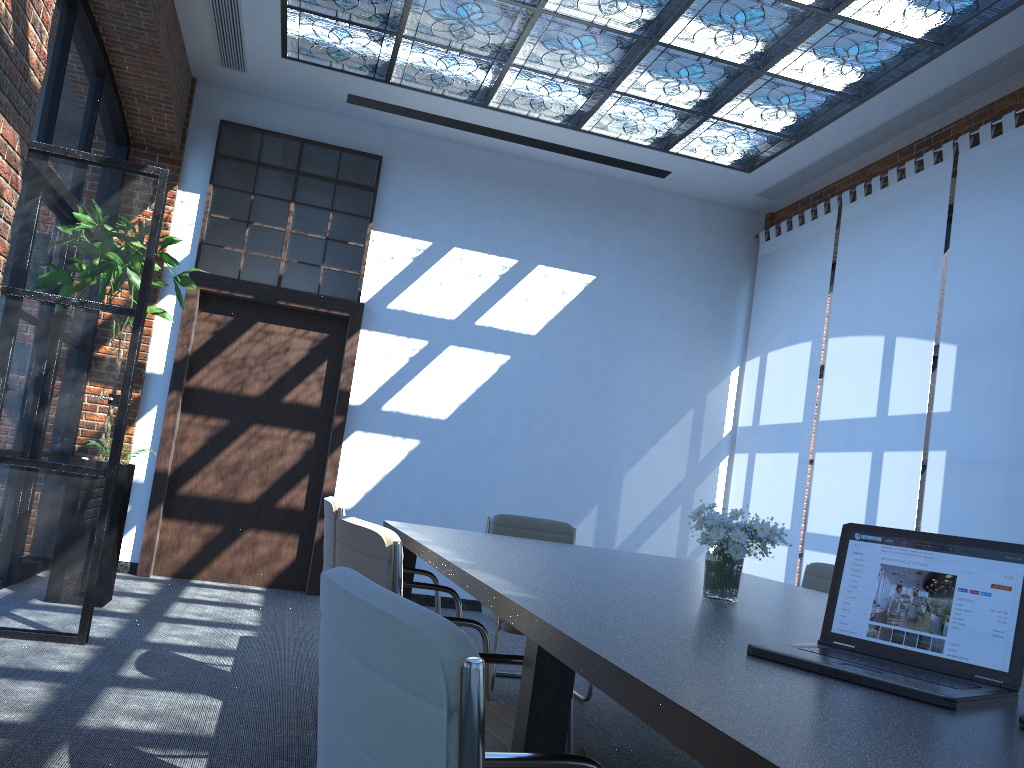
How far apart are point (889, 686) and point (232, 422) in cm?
645

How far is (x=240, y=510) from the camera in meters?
7.2 m

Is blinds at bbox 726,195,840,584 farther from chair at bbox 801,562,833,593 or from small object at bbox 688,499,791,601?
small object at bbox 688,499,791,601

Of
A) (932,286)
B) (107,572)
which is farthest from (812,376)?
(107,572)

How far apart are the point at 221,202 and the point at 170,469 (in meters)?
2.20

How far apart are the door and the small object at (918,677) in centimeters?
578cm

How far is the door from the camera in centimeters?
706cm

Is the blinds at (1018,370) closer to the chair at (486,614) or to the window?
the chair at (486,614)

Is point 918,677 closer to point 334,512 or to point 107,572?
point 334,512

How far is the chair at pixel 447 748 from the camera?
0.8m
